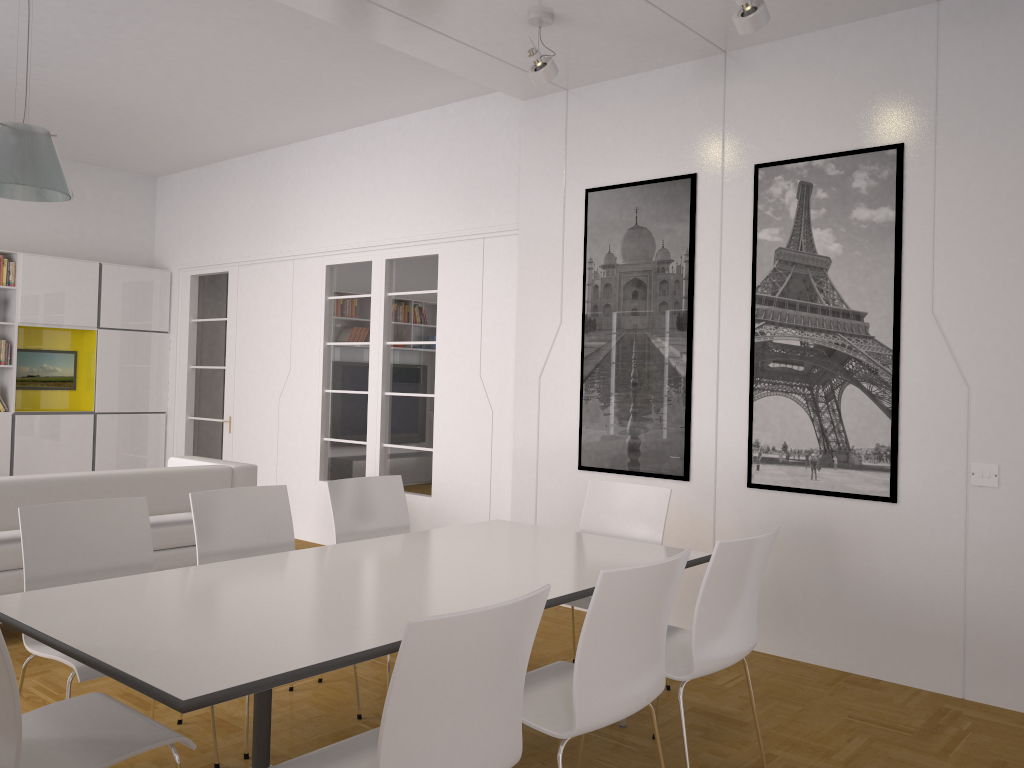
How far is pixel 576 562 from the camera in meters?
3.5 m

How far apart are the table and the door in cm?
482

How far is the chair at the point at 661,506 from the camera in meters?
4.2

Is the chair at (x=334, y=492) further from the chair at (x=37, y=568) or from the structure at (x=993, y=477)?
the structure at (x=993, y=477)

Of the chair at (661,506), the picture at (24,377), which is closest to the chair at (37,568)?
the chair at (661,506)

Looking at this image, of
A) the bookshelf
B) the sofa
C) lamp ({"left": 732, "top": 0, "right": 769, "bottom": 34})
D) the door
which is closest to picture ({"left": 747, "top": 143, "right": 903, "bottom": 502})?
lamp ({"left": 732, "top": 0, "right": 769, "bottom": 34})

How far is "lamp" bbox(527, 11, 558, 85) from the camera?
4.5m

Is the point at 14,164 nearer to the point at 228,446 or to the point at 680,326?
the point at 680,326

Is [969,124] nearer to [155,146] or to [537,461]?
[537,461]

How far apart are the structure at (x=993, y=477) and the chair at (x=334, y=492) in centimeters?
273cm
